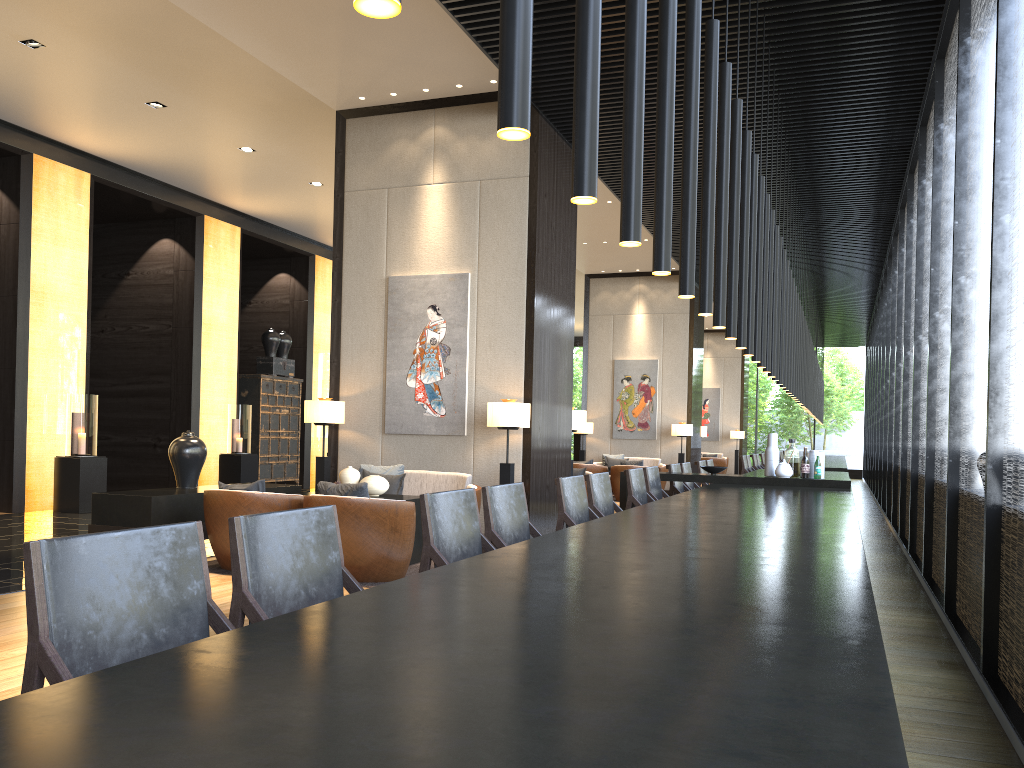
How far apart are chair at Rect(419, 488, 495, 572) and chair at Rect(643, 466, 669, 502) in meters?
3.3 m

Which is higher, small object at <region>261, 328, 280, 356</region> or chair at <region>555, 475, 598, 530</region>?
small object at <region>261, 328, 280, 356</region>

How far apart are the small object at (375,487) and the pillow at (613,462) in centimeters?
955cm

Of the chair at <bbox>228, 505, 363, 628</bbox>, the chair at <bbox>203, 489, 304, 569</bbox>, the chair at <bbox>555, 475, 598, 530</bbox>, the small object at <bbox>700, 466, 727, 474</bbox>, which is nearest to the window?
the small object at <bbox>700, 466, 727, 474</bbox>

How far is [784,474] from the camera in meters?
6.8 m

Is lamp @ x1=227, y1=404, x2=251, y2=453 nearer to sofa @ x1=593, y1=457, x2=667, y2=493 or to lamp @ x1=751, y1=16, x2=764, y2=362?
sofa @ x1=593, y1=457, x2=667, y2=493

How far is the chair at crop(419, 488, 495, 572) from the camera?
3.08m

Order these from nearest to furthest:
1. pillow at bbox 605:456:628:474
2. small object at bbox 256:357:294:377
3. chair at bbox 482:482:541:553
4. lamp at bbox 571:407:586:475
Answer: chair at bbox 482:482:541:553 < lamp at bbox 571:407:586:475 < small object at bbox 256:357:294:377 < pillow at bbox 605:456:628:474

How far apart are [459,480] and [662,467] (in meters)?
8.41

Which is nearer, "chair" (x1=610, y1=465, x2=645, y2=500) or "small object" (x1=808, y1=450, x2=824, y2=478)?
"small object" (x1=808, y1=450, x2=824, y2=478)
